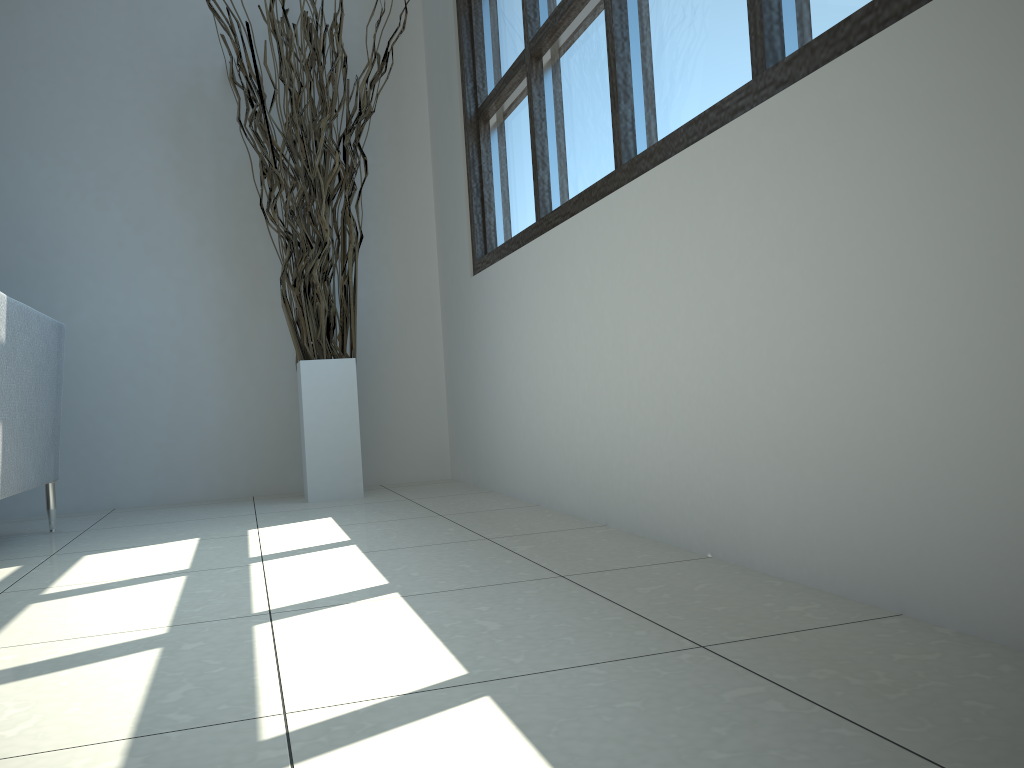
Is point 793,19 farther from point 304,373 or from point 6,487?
point 304,373

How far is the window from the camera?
1.48m

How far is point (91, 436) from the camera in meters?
3.3

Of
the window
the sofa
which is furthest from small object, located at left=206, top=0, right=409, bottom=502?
the sofa

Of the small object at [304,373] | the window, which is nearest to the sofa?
the small object at [304,373]

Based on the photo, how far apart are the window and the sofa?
1.4 meters

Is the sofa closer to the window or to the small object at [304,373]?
the small object at [304,373]

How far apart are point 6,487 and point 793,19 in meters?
2.0

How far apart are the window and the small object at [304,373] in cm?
34

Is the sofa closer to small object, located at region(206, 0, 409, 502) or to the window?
small object, located at region(206, 0, 409, 502)
